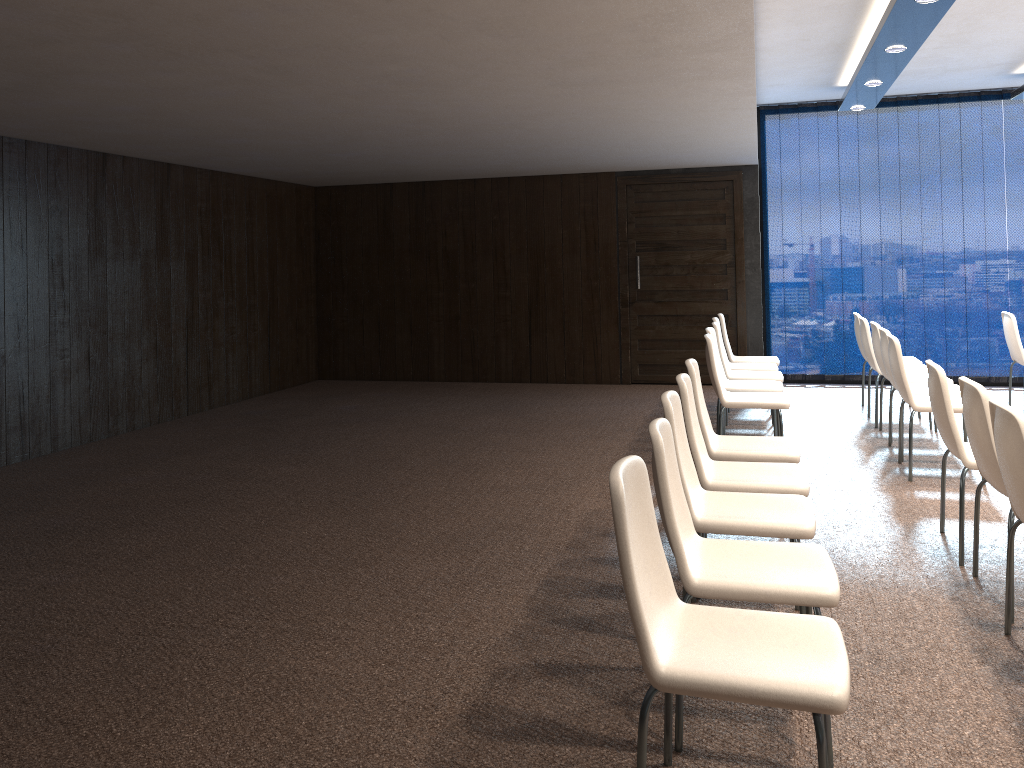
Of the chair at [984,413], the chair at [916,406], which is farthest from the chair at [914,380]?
the chair at [984,413]

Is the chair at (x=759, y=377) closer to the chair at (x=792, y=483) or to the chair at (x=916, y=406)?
the chair at (x=916, y=406)

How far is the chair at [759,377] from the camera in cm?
702

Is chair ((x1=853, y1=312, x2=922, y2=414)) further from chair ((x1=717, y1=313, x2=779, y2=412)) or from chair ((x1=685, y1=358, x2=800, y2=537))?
chair ((x1=685, y1=358, x2=800, y2=537))

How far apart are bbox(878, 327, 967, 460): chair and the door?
3.41m

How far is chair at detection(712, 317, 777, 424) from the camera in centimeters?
779cm

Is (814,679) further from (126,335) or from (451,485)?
(126,335)

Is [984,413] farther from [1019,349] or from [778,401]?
[1019,349]

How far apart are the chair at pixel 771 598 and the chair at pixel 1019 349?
5.72m

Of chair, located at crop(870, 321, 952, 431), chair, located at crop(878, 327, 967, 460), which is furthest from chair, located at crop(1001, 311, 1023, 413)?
chair, located at crop(878, 327, 967, 460)
